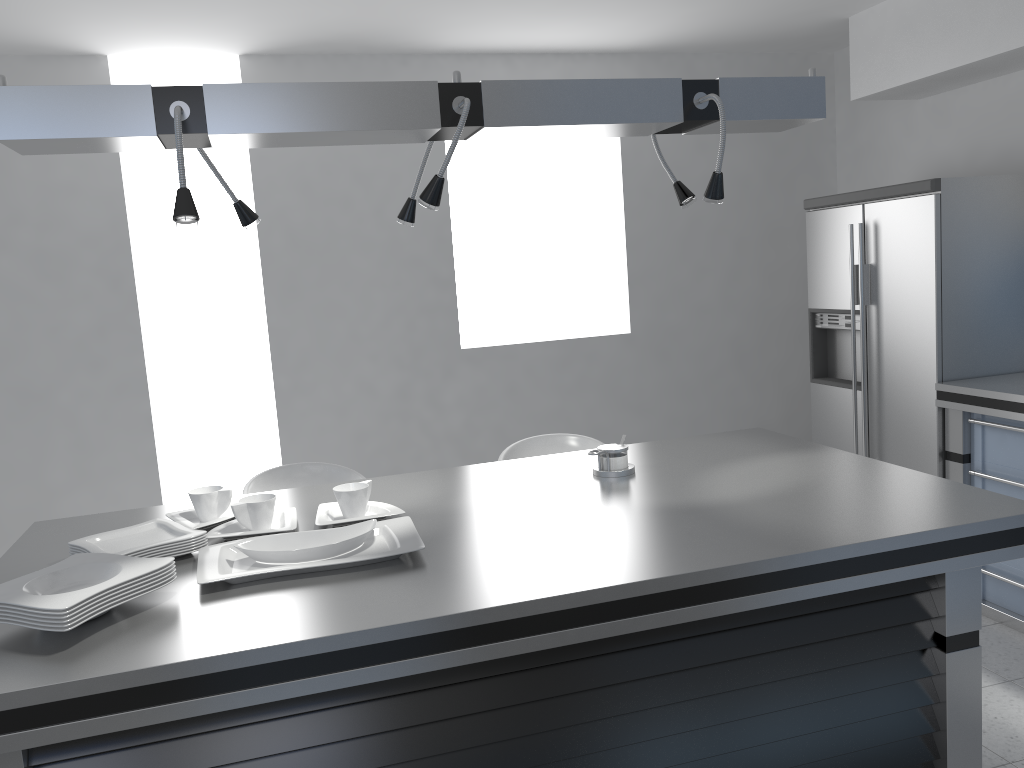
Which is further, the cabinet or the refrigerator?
the refrigerator

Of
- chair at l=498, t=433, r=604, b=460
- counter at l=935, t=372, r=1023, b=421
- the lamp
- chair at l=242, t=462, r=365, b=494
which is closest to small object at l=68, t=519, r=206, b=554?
the lamp

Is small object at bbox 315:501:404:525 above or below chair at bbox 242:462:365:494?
above

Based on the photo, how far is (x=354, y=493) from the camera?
2.23m

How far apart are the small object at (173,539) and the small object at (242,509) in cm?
12

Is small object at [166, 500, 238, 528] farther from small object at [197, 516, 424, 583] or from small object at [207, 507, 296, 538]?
small object at [197, 516, 424, 583]

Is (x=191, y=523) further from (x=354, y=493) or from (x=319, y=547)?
(x=319, y=547)

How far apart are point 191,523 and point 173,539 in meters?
0.2 m

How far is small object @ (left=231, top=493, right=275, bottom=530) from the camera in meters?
2.2 m

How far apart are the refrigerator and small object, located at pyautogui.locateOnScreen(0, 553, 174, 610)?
3.24m
